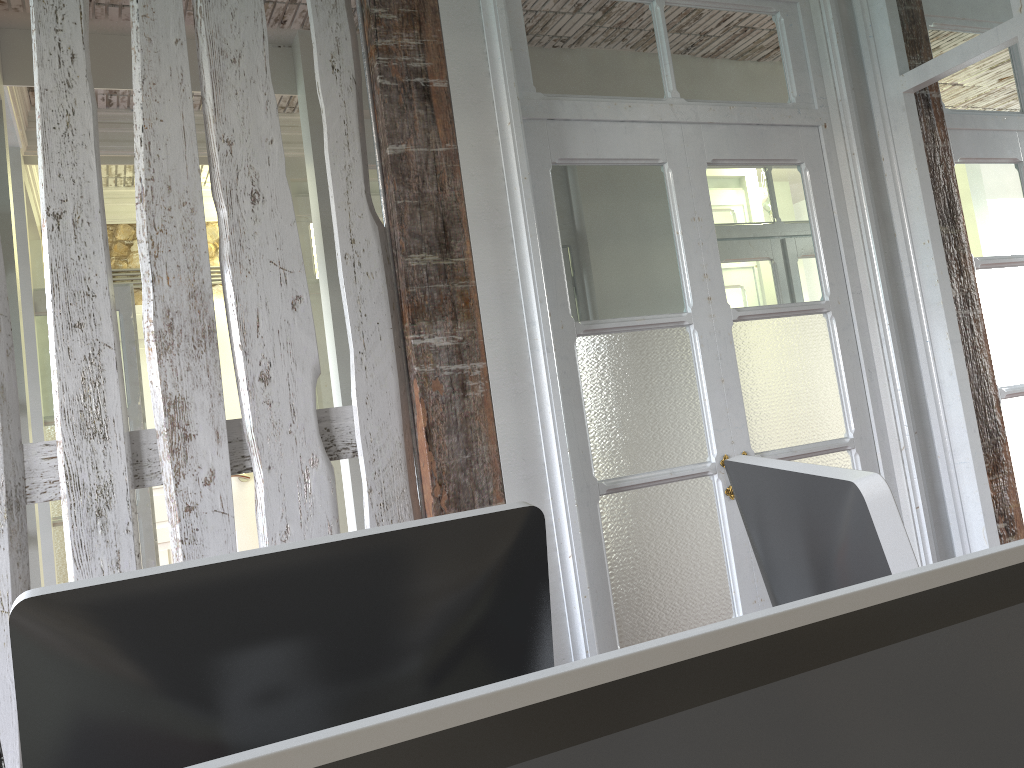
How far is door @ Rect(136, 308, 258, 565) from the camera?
5.0m

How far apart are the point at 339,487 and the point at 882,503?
3.85m

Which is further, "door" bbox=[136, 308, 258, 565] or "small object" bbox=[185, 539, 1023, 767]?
"door" bbox=[136, 308, 258, 565]

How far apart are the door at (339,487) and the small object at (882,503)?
3.4m

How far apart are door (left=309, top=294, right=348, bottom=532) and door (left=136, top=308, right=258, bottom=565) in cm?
109

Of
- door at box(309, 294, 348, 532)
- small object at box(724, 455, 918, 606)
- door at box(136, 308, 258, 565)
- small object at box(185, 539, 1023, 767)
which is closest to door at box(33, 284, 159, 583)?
door at box(309, 294, 348, 532)

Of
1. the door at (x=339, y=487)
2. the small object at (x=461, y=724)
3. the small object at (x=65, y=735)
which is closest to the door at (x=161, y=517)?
the door at (x=339, y=487)

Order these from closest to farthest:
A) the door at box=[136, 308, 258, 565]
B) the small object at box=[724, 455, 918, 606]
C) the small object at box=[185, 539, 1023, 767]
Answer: the small object at box=[185, 539, 1023, 767]
the small object at box=[724, 455, 918, 606]
the door at box=[136, 308, 258, 565]

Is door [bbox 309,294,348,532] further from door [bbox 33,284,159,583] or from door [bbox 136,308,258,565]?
door [bbox 136,308,258,565]

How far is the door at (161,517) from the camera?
5.0m
